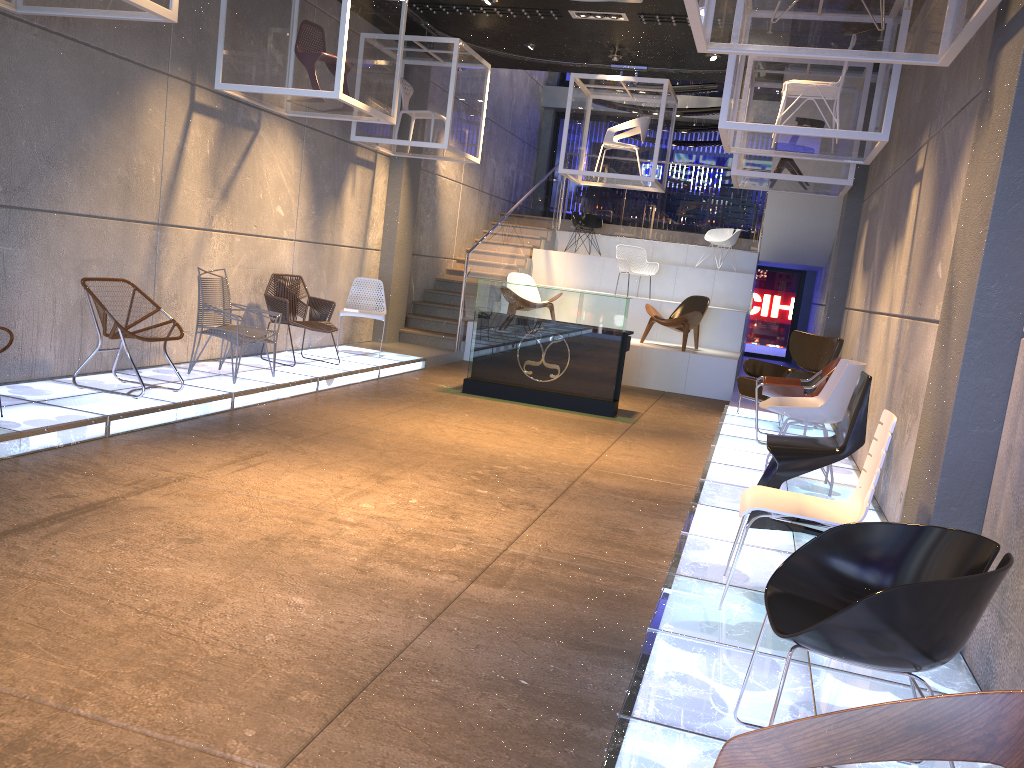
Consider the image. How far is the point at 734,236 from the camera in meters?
15.0

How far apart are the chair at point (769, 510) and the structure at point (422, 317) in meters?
8.5 m

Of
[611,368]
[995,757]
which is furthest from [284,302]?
[995,757]

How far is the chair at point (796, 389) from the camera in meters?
7.5

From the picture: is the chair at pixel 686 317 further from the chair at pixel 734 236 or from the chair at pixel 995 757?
the chair at pixel 995 757

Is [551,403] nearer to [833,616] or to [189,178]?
[189,178]

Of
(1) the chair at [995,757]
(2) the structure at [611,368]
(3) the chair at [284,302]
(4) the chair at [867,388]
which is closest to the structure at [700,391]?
(2) the structure at [611,368]

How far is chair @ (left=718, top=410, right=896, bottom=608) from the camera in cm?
348

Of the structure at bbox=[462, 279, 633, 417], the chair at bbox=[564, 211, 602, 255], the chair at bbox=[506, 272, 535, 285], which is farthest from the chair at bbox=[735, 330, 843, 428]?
the chair at bbox=[564, 211, 602, 255]

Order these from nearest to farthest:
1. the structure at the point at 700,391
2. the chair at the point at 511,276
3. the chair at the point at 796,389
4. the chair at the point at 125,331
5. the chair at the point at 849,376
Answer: the chair at the point at 849,376 → the chair at the point at 125,331 → the chair at the point at 796,389 → the structure at the point at 700,391 → the chair at the point at 511,276
